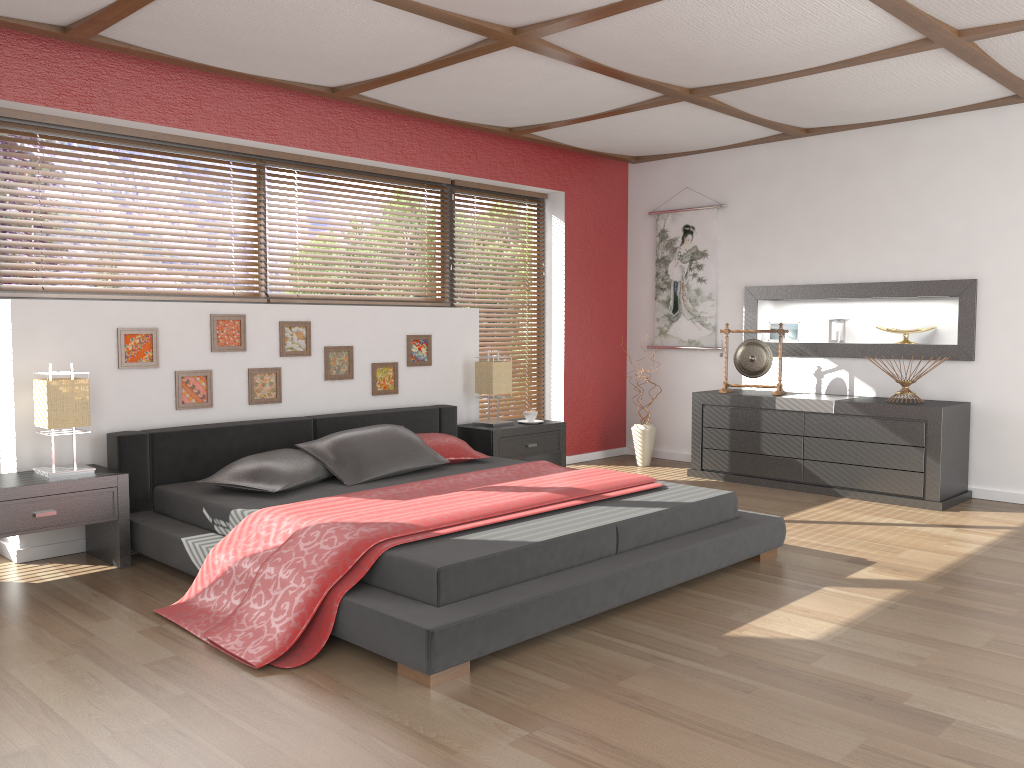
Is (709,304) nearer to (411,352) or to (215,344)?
(411,352)

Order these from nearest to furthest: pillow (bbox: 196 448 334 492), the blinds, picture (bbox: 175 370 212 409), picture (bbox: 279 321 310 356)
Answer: pillow (bbox: 196 448 334 492) → picture (bbox: 175 370 212 409) → picture (bbox: 279 321 310 356) → the blinds

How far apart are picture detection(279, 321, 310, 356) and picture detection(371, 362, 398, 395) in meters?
0.5 m

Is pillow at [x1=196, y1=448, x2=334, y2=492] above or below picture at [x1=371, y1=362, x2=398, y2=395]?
below

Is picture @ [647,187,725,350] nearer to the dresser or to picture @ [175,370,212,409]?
the dresser

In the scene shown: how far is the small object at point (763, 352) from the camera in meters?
6.2

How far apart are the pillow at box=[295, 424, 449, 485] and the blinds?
1.87m

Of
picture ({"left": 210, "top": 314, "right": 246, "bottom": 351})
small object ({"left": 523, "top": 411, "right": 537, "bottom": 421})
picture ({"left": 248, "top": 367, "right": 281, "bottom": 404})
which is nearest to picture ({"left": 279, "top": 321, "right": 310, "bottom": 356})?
picture ({"left": 248, "top": 367, "right": 281, "bottom": 404})

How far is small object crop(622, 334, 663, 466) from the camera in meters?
6.7 m

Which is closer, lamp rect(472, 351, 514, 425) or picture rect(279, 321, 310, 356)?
picture rect(279, 321, 310, 356)
